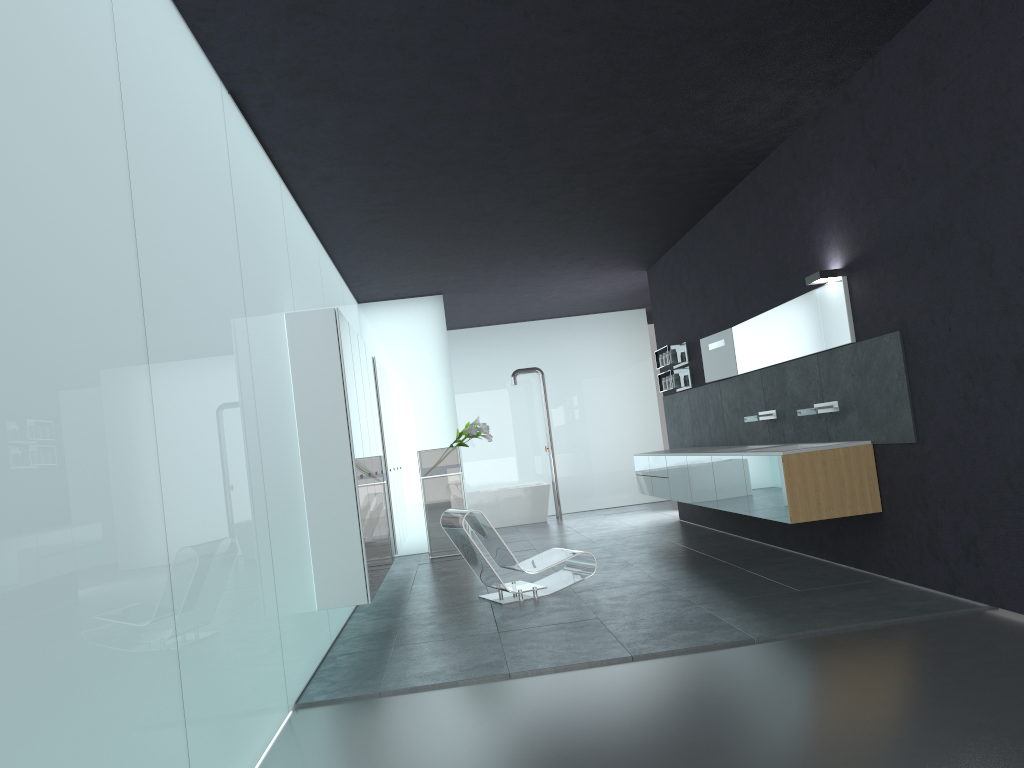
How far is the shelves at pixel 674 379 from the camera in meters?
11.7 m

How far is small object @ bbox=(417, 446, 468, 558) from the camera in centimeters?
1218cm

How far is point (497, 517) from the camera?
15.68m

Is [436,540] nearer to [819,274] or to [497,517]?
[497,517]

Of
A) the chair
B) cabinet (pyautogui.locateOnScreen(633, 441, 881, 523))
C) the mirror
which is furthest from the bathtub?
the chair

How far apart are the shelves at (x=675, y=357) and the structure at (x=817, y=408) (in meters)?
4.05

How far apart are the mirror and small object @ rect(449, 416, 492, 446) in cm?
326

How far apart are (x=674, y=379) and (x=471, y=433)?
2.8m

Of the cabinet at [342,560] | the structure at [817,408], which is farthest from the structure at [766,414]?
→ the cabinet at [342,560]

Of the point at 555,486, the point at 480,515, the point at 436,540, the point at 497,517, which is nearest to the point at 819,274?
the point at 480,515
